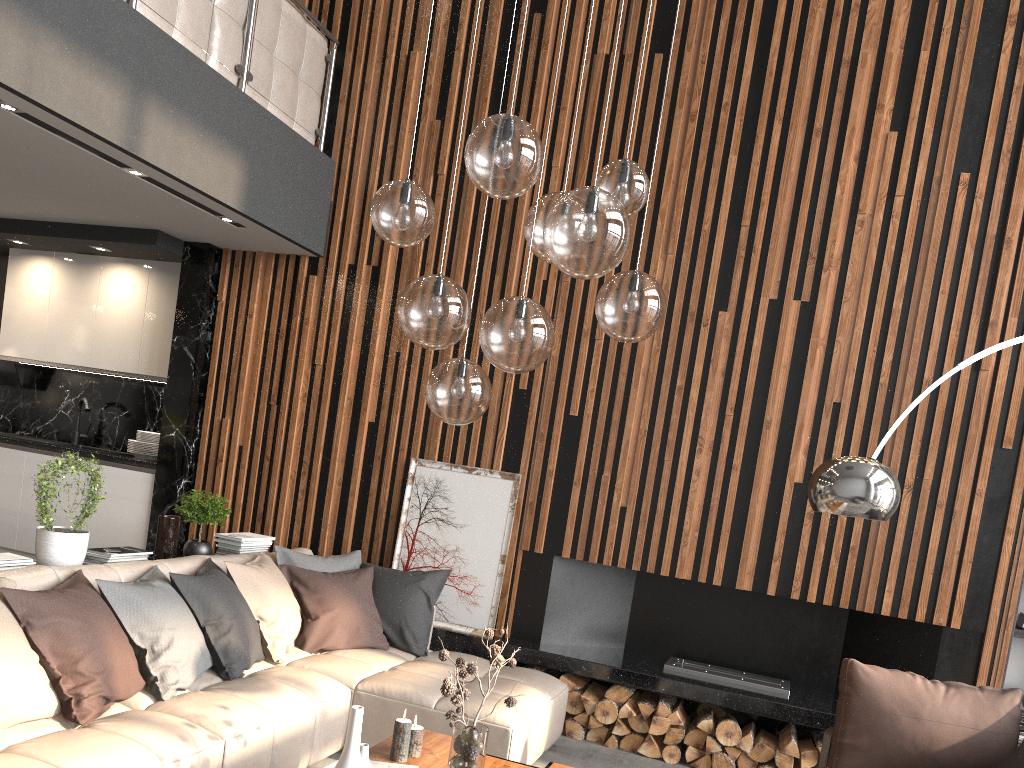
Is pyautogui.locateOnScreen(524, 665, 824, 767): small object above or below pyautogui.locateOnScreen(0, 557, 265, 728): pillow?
below

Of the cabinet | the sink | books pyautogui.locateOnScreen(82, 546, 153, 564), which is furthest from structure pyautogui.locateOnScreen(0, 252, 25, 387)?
books pyautogui.locateOnScreen(82, 546, 153, 564)

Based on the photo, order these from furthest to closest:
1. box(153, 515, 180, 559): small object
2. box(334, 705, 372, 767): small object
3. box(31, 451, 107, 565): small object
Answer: box(153, 515, 180, 559): small object < box(31, 451, 107, 565): small object < box(334, 705, 372, 767): small object

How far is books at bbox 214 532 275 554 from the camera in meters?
5.0 m

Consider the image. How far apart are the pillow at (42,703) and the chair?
2.49m

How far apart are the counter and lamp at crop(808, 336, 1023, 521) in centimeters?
448cm

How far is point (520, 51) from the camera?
2.58m

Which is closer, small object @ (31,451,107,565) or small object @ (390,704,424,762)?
small object @ (390,704,424,762)

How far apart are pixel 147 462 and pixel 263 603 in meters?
2.2 m

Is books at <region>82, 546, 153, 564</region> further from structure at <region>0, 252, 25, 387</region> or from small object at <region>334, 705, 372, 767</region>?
structure at <region>0, 252, 25, 387</region>
